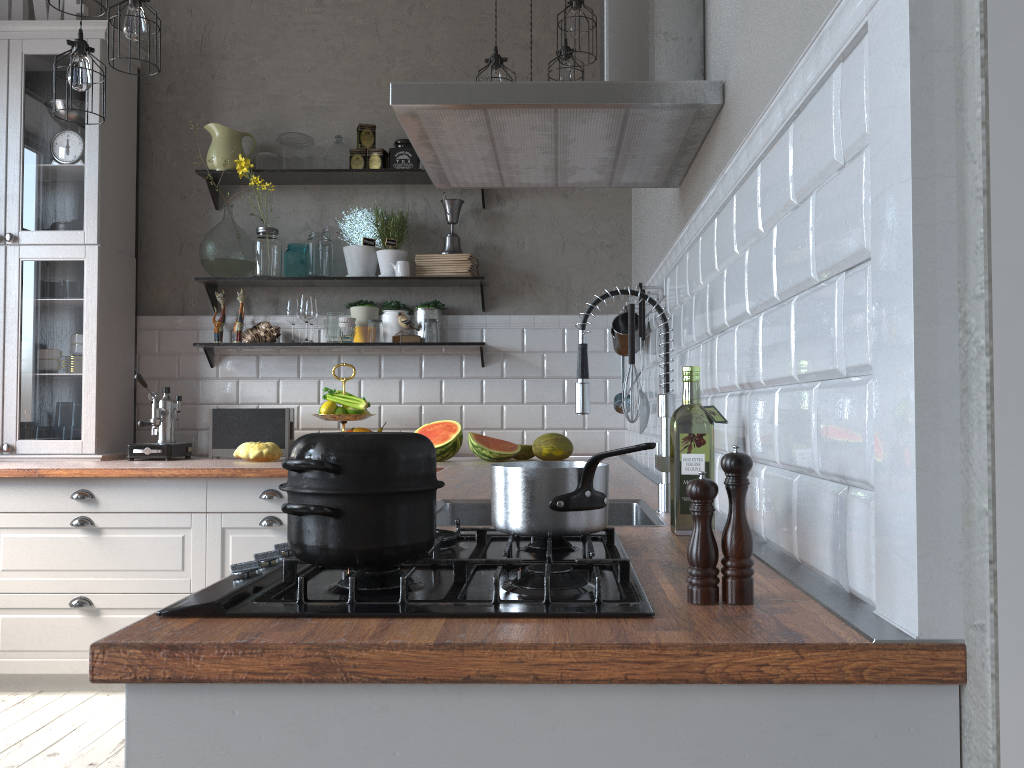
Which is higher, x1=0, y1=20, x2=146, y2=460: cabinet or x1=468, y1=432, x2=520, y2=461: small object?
x1=0, y1=20, x2=146, y2=460: cabinet

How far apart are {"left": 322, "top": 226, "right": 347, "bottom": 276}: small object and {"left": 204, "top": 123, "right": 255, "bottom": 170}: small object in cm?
50

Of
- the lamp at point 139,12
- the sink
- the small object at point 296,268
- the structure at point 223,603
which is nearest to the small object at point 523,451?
the small object at point 296,268

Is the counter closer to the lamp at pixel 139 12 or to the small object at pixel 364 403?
the small object at pixel 364 403

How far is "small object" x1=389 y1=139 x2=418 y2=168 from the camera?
4.1m

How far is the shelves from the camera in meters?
4.0 m

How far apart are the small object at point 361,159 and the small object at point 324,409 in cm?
112

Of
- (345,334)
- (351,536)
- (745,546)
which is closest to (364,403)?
(345,334)

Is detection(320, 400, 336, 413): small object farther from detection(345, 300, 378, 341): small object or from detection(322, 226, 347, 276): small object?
detection(322, 226, 347, 276): small object

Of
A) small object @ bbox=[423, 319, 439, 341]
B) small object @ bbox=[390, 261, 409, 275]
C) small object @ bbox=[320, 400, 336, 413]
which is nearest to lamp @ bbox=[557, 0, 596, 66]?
small object @ bbox=[390, 261, 409, 275]
